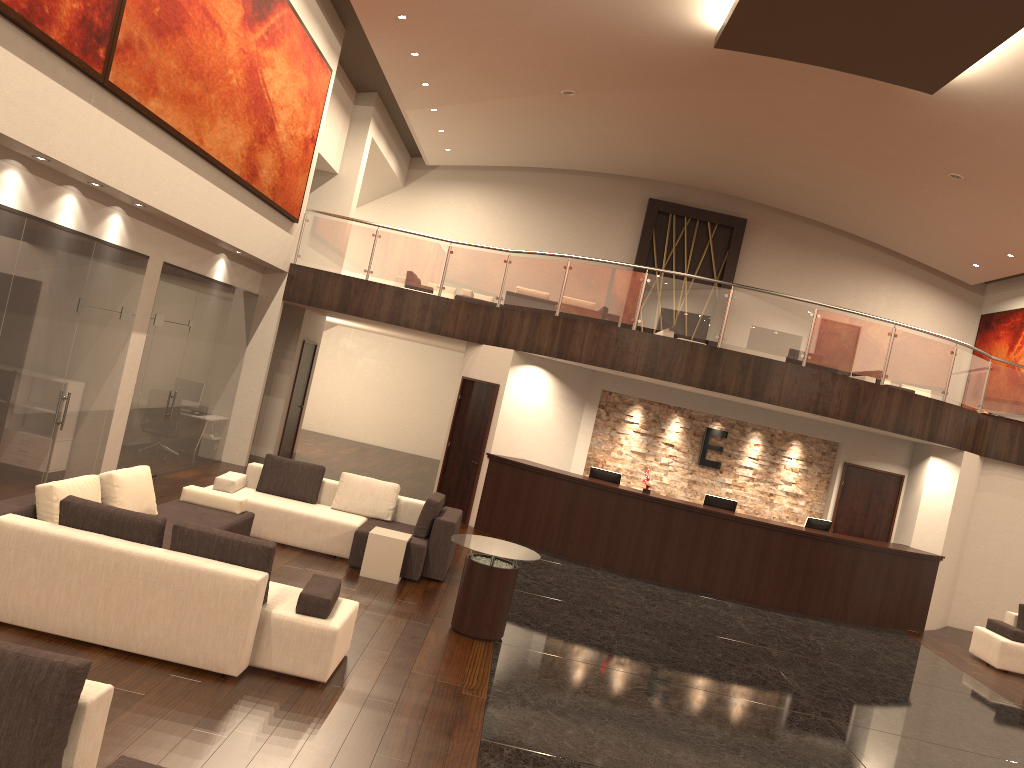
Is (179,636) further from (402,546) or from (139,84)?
(139,84)

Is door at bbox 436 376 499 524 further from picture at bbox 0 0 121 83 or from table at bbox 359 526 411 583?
picture at bbox 0 0 121 83

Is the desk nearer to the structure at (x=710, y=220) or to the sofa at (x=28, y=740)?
the sofa at (x=28, y=740)

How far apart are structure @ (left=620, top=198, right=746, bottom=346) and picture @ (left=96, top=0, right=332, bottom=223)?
10.4m

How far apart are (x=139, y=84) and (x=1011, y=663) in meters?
12.4 m

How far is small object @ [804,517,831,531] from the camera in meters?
13.1

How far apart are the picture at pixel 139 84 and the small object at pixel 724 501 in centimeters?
765cm

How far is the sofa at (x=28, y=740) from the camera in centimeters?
328cm

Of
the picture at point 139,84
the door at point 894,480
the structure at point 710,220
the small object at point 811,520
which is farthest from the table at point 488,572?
the structure at point 710,220

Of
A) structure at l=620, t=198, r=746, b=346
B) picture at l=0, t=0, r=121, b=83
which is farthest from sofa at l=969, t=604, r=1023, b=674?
picture at l=0, t=0, r=121, b=83
